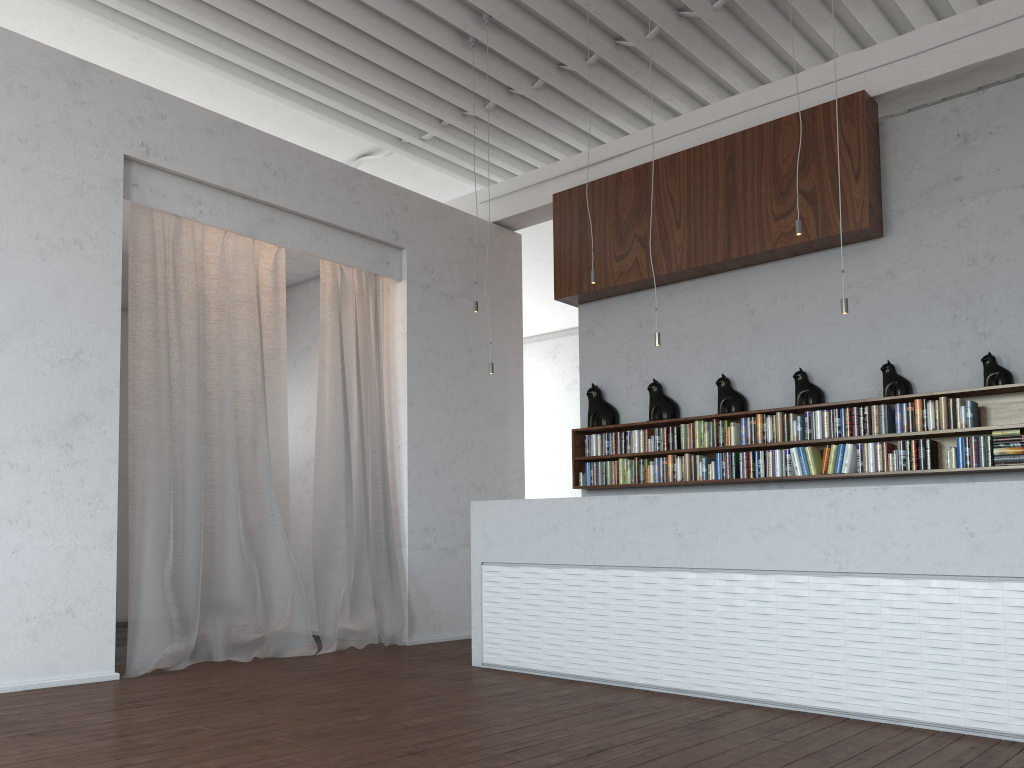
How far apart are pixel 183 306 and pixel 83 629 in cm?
214

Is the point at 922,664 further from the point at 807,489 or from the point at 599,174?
the point at 599,174
